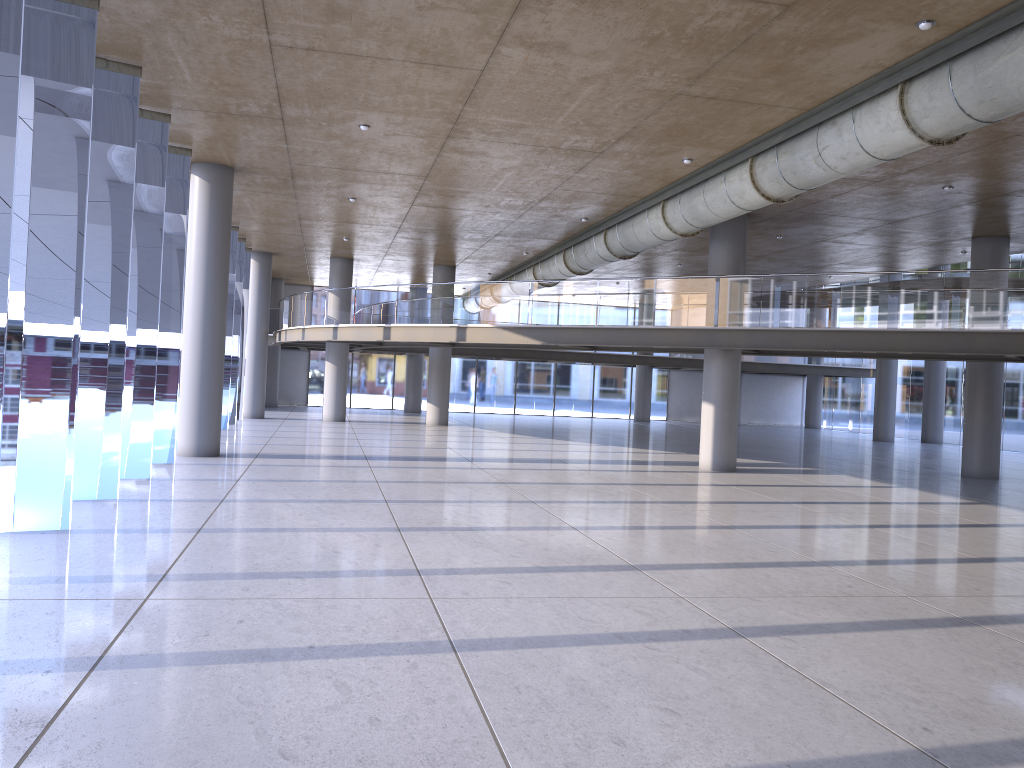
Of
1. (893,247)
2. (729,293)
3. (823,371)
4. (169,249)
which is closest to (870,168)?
(729,293)
